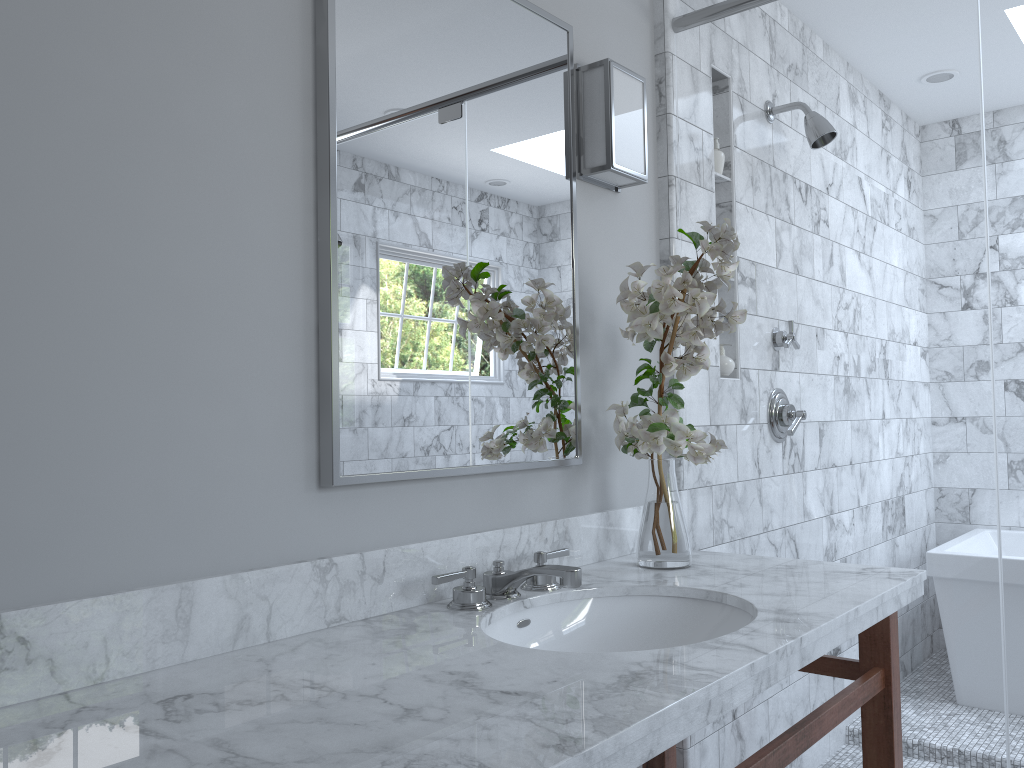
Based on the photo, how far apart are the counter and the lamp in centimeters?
77cm

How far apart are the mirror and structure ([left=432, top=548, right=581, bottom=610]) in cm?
17

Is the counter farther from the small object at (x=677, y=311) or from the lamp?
the lamp

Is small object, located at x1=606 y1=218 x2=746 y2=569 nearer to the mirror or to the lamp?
the mirror

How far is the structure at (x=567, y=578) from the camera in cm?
151

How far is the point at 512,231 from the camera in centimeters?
179cm

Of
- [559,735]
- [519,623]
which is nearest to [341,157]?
[519,623]

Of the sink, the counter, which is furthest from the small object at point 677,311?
the sink

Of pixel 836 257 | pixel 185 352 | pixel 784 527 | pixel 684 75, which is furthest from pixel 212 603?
pixel 684 75

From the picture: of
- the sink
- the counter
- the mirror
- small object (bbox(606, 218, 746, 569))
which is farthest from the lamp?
the sink
